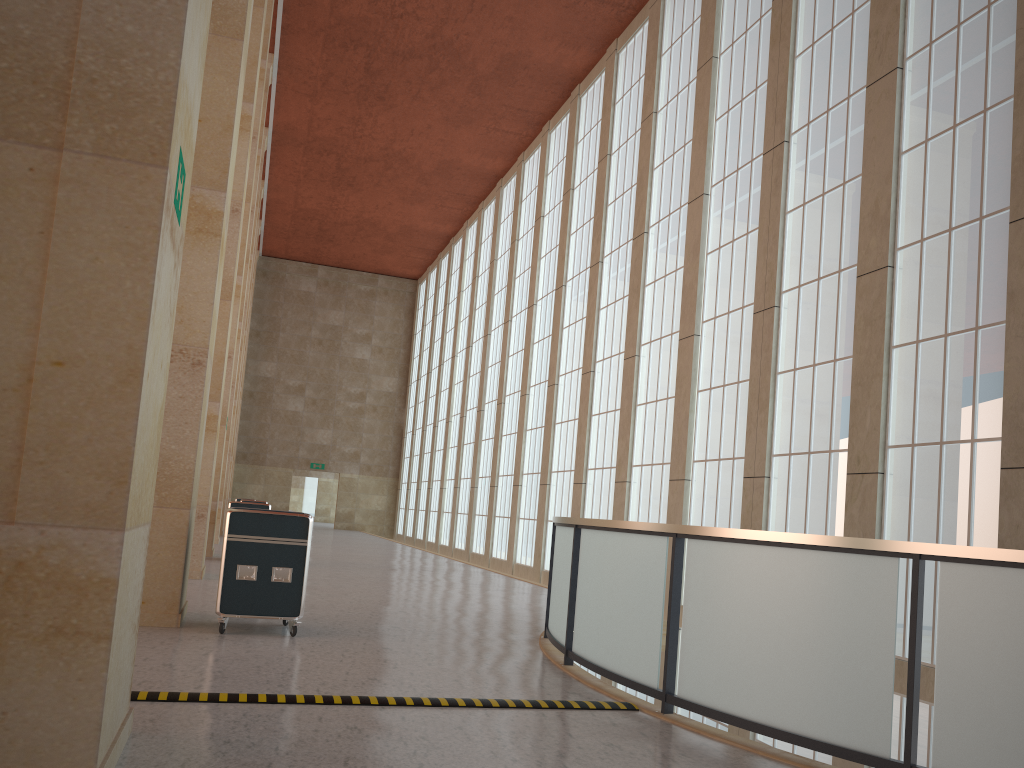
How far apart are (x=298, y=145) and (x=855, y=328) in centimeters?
3057cm

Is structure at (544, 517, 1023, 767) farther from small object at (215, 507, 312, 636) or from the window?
the window

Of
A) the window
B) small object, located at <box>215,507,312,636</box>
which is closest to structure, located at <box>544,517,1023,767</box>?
small object, located at <box>215,507,312,636</box>

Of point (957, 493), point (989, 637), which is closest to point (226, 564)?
point (989, 637)

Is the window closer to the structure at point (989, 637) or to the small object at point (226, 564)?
the structure at point (989, 637)

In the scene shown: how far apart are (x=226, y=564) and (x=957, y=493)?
10.35m

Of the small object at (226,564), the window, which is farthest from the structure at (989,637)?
the window

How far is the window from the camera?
13.1 meters

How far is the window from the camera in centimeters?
1309cm

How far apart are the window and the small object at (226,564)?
9.2 meters
